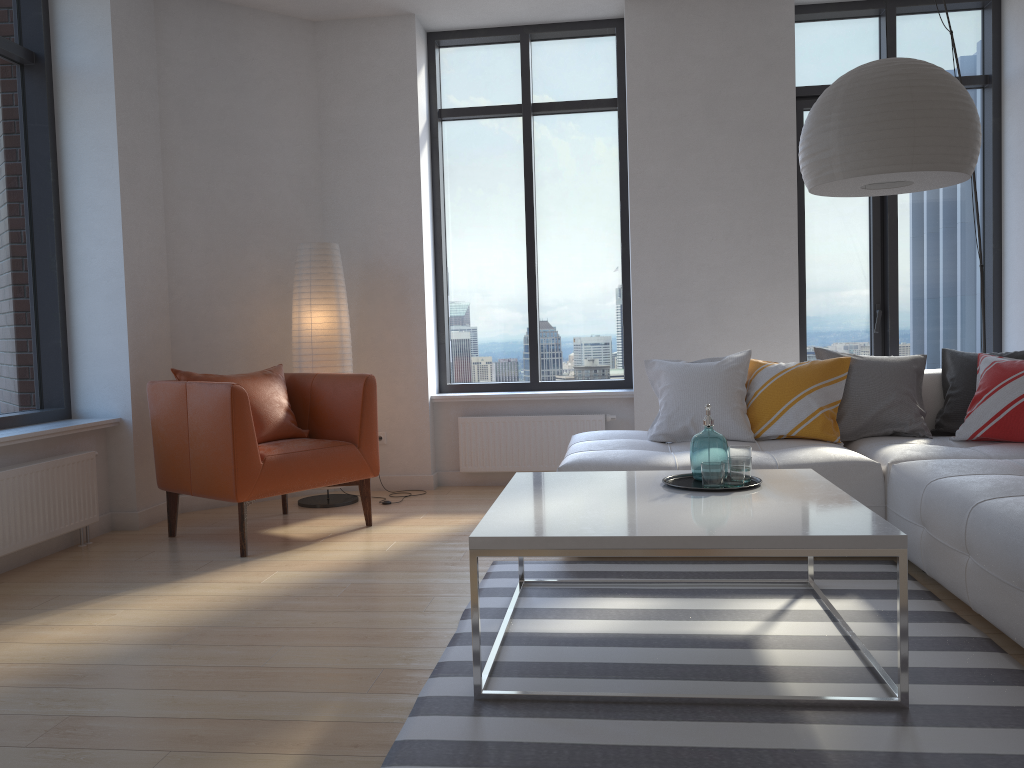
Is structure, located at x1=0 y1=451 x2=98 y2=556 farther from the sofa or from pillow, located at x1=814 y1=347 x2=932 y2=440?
pillow, located at x1=814 y1=347 x2=932 y2=440

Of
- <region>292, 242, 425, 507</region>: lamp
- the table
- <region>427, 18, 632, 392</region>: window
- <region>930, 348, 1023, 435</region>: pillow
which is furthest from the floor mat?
<region>427, 18, 632, 392</region>: window

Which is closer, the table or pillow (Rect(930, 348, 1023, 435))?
the table

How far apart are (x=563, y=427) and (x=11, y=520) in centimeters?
308cm

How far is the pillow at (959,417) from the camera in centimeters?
419cm

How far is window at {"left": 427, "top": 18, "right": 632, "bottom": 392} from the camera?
5.9 meters

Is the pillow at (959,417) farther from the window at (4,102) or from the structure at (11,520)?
the window at (4,102)

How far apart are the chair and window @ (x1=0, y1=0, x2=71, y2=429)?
0.58m

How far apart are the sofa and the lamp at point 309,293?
1.5m

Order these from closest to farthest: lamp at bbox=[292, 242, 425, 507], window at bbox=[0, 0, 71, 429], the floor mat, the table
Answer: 1. the floor mat
2. the table
3. window at bbox=[0, 0, 71, 429]
4. lamp at bbox=[292, 242, 425, 507]
